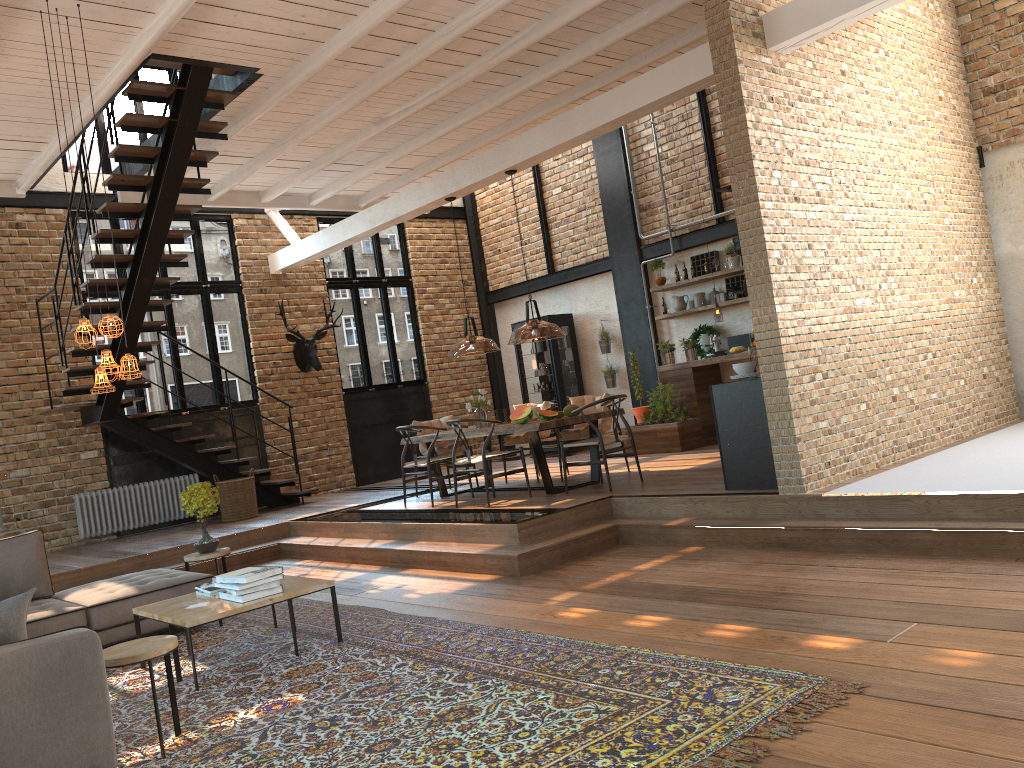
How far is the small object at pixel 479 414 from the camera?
9.36m

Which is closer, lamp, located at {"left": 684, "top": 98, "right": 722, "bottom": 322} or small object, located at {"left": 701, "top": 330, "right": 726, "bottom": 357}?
lamp, located at {"left": 684, "top": 98, "right": 722, "bottom": 322}

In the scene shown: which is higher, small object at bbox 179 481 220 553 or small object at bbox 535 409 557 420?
small object at bbox 535 409 557 420

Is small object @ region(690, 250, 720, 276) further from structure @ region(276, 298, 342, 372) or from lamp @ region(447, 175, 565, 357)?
structure @ region(276, 298, 342, 372)

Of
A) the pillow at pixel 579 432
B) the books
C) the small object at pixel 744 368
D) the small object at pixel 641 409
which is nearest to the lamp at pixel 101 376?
the books

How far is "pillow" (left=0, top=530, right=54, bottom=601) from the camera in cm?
613

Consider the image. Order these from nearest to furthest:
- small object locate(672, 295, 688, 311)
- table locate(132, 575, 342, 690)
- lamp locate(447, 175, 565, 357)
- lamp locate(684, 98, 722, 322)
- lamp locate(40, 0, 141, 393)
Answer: lamp locate(447, 175, 565, 357) → table locate(132, 575, 342, 690) → lamp locate(40, 0, 141, 393) → lamp locate(684, 98, 722, 322) → small object locate(672, 295, 688, 311)

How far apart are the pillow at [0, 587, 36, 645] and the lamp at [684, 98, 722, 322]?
8.32m

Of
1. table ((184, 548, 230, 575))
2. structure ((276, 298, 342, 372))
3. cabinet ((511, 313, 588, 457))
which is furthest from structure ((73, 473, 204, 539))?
cabinet ((511, 313, 588, 457))

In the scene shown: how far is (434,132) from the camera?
9.8 meters
